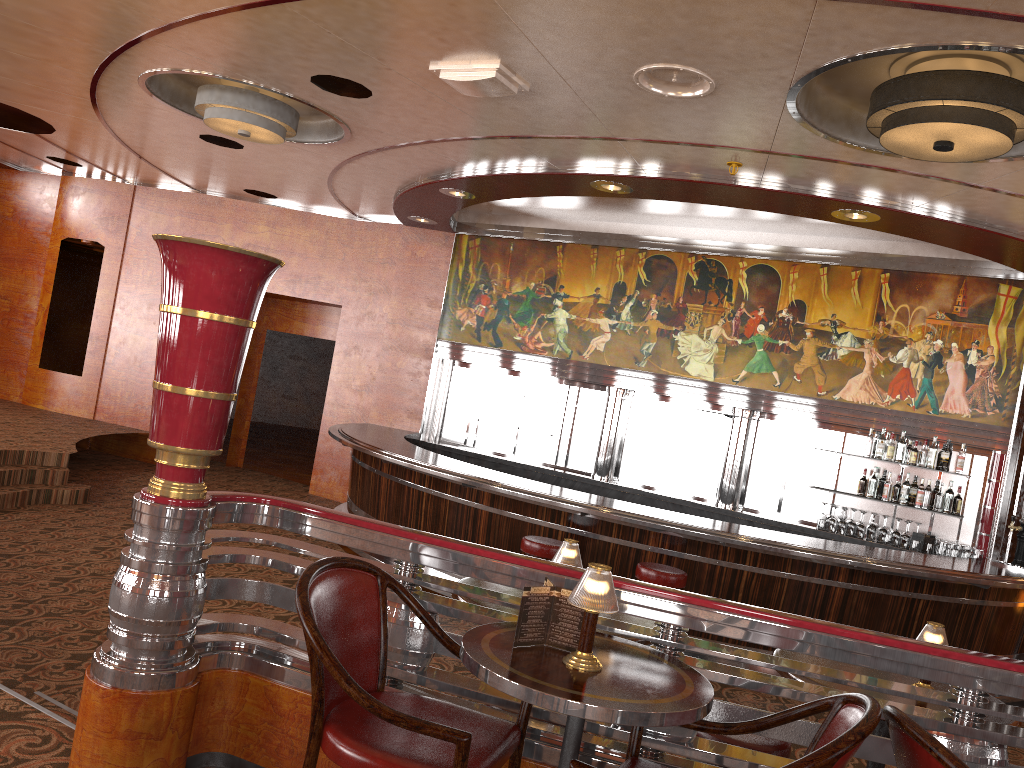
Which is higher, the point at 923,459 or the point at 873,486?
the point at 923,459

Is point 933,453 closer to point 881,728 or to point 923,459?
point 923,459

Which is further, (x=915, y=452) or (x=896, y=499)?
(x=896, y=499)

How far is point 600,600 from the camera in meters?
2.1

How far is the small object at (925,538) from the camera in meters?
8.1 m

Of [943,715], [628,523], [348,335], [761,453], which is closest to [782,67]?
[943,715]

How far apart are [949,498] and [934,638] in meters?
5.6

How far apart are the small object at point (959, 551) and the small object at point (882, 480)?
3.23m

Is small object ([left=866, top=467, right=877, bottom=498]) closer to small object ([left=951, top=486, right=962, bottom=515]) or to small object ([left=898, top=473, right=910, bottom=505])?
small object ([left=898, top=473, right=910, bottom=505])

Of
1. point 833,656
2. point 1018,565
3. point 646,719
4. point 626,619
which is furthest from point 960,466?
point 646,719
